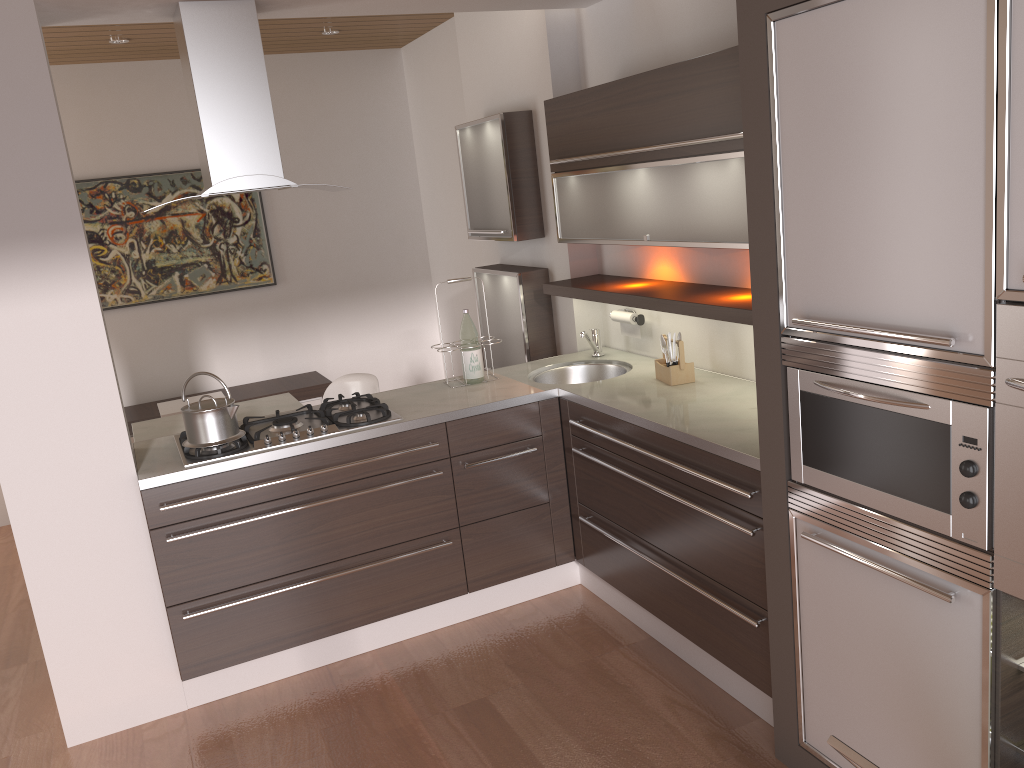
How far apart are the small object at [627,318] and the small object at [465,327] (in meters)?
0.65

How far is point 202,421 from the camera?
3.1 meters

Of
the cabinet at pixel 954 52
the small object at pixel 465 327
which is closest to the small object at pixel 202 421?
the small object at pixel 465 327

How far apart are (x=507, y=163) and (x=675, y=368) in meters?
1.4

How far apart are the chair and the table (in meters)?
0.18

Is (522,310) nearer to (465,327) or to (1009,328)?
(465,327)

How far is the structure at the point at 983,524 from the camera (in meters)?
1.80

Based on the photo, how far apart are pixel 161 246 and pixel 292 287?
0.86m

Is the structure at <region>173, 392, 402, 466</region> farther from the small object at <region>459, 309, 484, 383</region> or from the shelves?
the shelves

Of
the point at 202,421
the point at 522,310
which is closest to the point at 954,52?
the point at 202,421
